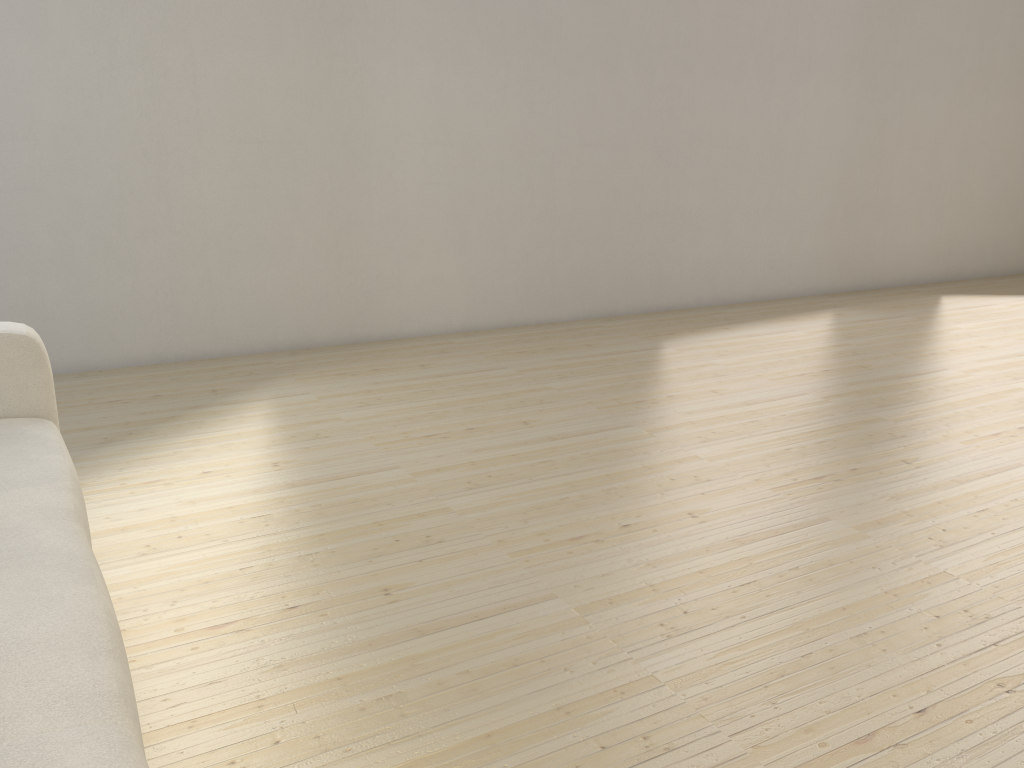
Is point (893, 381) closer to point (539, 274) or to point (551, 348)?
point (551, 348)

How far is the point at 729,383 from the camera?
3.75m

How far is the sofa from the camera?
1.0 meters

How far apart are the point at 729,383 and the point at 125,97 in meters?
2.7

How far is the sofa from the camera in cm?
97
